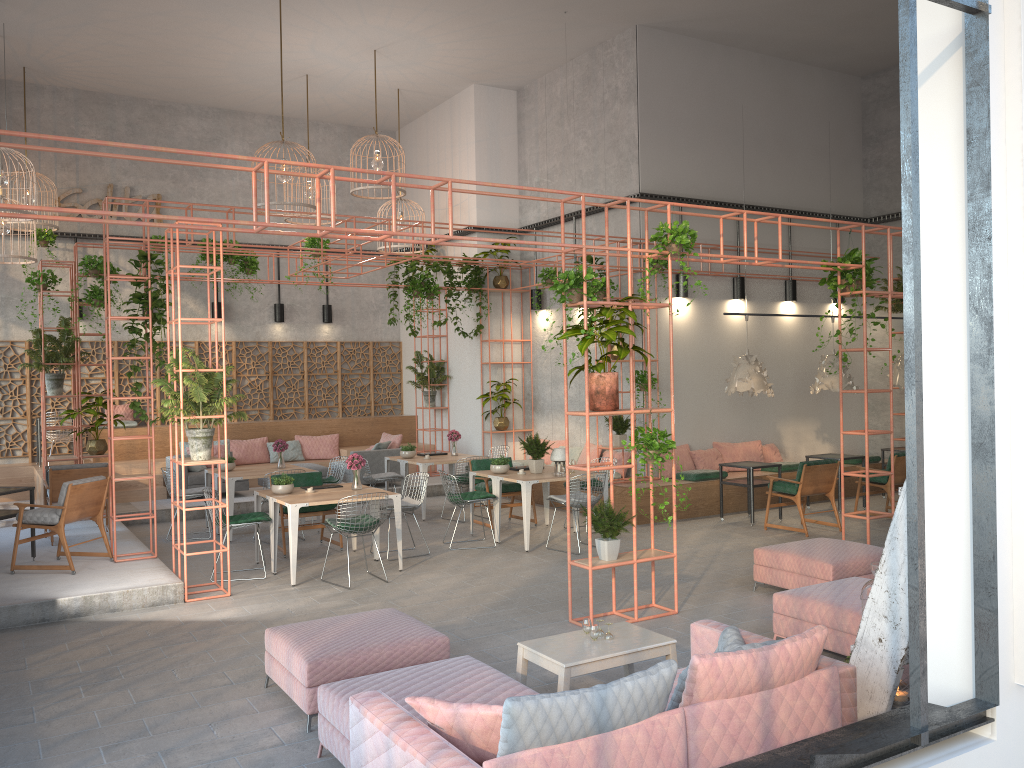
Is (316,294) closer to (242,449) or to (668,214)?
(242,449)

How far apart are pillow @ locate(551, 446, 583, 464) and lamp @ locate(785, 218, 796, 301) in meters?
4.4 m

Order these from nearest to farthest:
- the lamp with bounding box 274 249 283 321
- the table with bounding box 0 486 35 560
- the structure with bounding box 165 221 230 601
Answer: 1. the structure with bounding box 165 221 230 601
2. the table with bounding box 0 486 35 560
3. the lamp with bounding box 274 249 283 321

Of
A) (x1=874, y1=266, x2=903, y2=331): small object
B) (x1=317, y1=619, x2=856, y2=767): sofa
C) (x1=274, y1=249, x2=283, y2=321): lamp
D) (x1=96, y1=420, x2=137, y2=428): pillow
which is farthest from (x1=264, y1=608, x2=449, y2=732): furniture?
(x1=274, y1=249, x2=283, y2=321): lamp

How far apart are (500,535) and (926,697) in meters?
8.8

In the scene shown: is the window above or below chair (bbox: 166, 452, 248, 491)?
above

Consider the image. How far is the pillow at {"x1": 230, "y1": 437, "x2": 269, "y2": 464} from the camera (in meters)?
15.95

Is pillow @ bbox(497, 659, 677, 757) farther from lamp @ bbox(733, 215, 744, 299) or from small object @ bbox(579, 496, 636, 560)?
lamp @ bbox(733, 215, 744, 299)

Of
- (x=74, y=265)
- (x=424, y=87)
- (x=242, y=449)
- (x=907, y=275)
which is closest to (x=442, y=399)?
(x=242, y=449)

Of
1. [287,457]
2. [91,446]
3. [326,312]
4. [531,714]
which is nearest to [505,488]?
[91,446]
